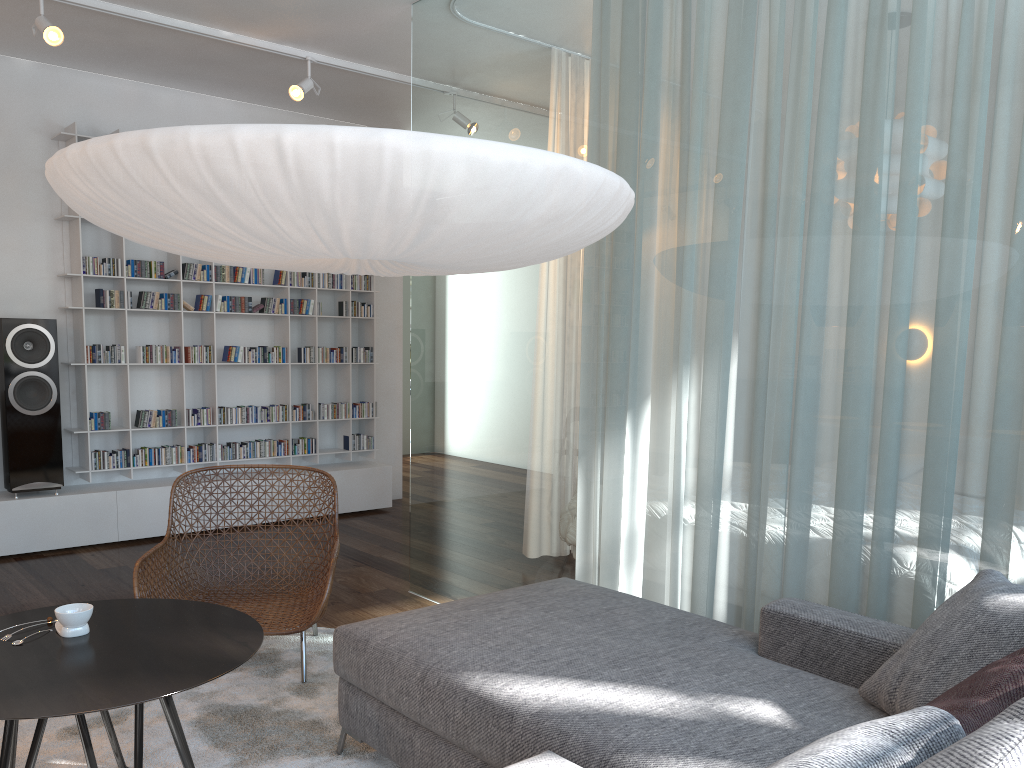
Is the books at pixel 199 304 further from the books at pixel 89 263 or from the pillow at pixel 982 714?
the pillow at pixel 982 714

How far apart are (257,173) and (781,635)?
1.7m

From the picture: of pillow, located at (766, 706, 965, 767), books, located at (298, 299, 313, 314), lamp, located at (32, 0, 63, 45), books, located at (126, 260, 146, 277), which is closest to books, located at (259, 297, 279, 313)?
books, located at (298, 299, 313, 314)

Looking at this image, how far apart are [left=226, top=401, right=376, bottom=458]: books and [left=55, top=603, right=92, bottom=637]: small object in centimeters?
355cm

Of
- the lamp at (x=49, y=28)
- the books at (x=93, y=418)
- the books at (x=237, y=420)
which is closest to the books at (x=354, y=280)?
the books at (x=237, y=420)

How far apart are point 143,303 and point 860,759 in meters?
5.3

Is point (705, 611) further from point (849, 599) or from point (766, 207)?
point (766, 207)

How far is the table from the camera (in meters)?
1.89

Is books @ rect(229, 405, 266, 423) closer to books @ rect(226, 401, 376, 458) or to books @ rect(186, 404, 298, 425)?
books @ rect(186, 404, 298, 425)

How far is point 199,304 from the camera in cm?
565
